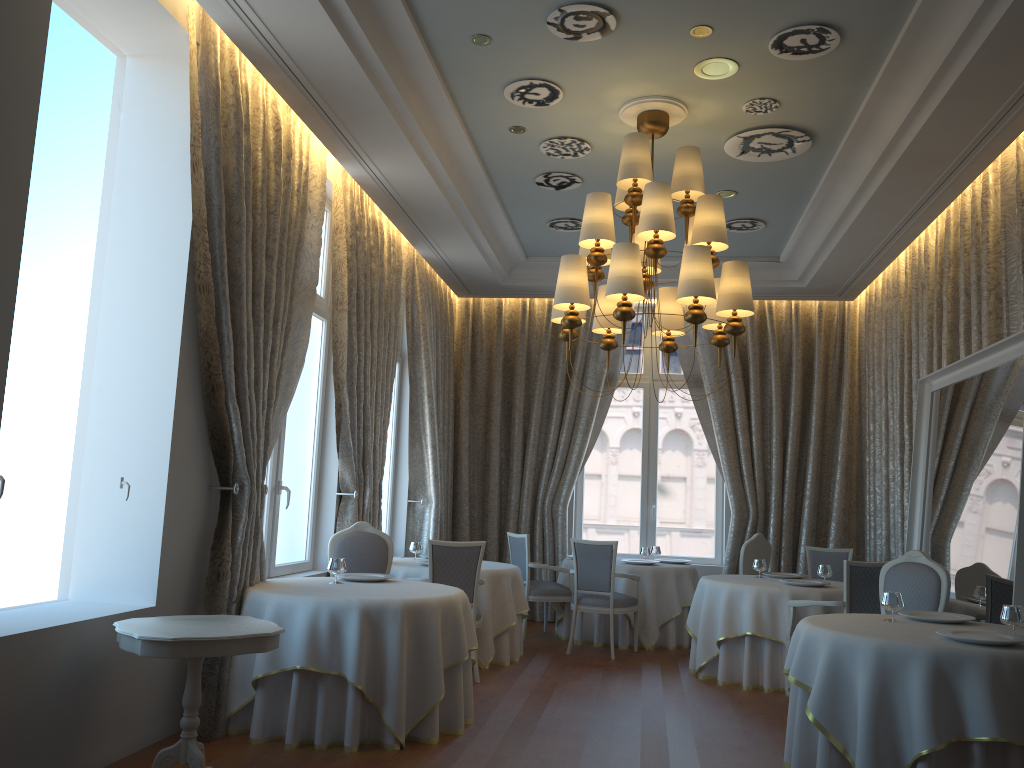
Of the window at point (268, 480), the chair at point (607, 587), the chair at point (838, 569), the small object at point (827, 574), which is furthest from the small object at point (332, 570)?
the chair at point (838, 569)

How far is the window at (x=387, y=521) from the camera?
10.1 meters

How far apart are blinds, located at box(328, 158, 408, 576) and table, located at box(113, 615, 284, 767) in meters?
3.0 m

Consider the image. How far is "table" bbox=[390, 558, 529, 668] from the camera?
7.70m

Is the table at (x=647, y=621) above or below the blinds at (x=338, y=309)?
below

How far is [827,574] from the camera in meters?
7.7 m

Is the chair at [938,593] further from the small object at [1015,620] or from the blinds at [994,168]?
the blinds at [994,168]

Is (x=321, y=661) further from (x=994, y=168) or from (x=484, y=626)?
(x=994, y=168)

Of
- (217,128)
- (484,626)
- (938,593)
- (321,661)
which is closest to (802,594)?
(938,593)

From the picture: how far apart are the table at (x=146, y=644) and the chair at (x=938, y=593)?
4.1 meters
